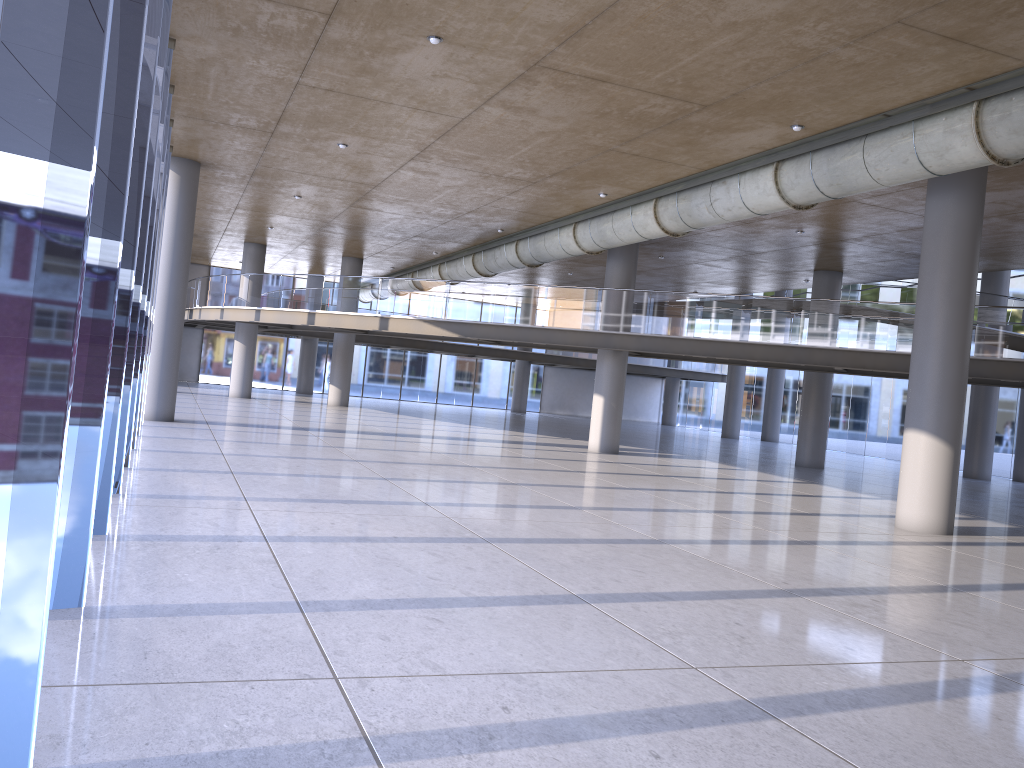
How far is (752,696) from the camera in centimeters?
492cm

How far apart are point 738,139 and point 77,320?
20.1 meters

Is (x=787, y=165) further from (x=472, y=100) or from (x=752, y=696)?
(x=752, y=696)
